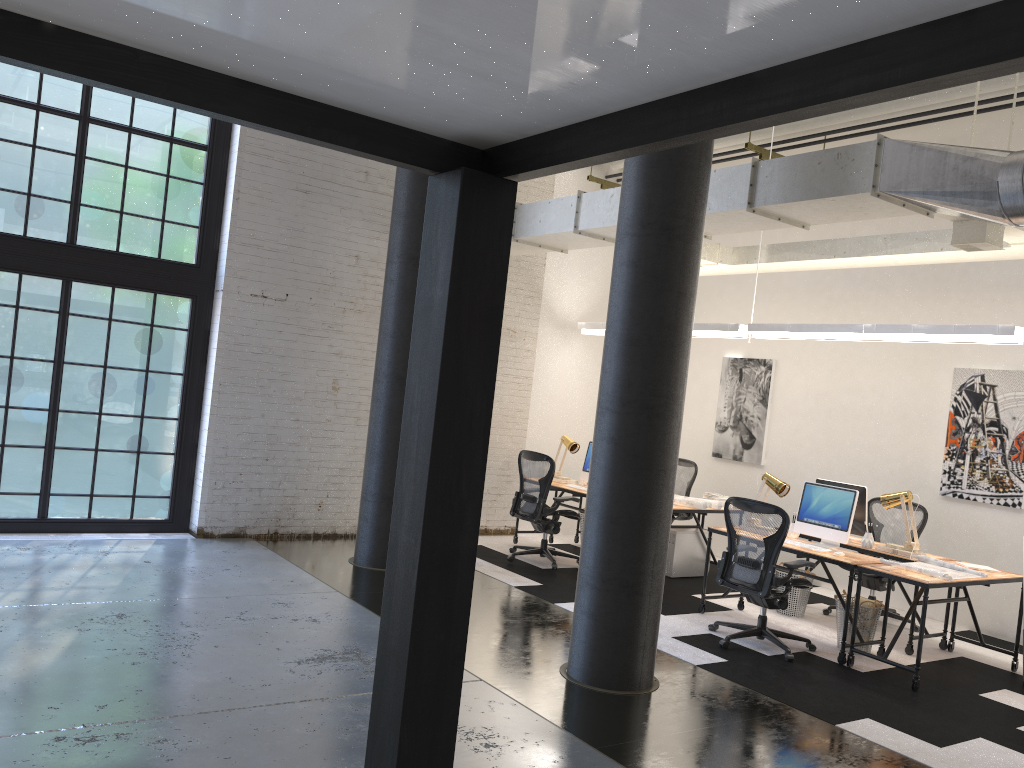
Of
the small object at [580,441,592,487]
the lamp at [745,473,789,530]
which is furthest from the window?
the lamp at [745,473,789,530]

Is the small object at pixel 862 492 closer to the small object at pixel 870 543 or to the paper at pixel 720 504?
the small object at pixel 870 543

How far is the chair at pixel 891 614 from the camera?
7.7 meters

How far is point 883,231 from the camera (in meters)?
8.94

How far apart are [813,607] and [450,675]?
6.77m

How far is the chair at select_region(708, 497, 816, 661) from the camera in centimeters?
626cm

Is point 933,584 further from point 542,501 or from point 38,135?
point 38,135

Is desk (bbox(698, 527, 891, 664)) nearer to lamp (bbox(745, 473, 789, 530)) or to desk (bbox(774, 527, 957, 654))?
desk (bbox(774, 527, 957, 654))

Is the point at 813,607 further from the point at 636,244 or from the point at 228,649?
the point at 228,649

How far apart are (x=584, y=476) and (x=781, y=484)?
2.51m
